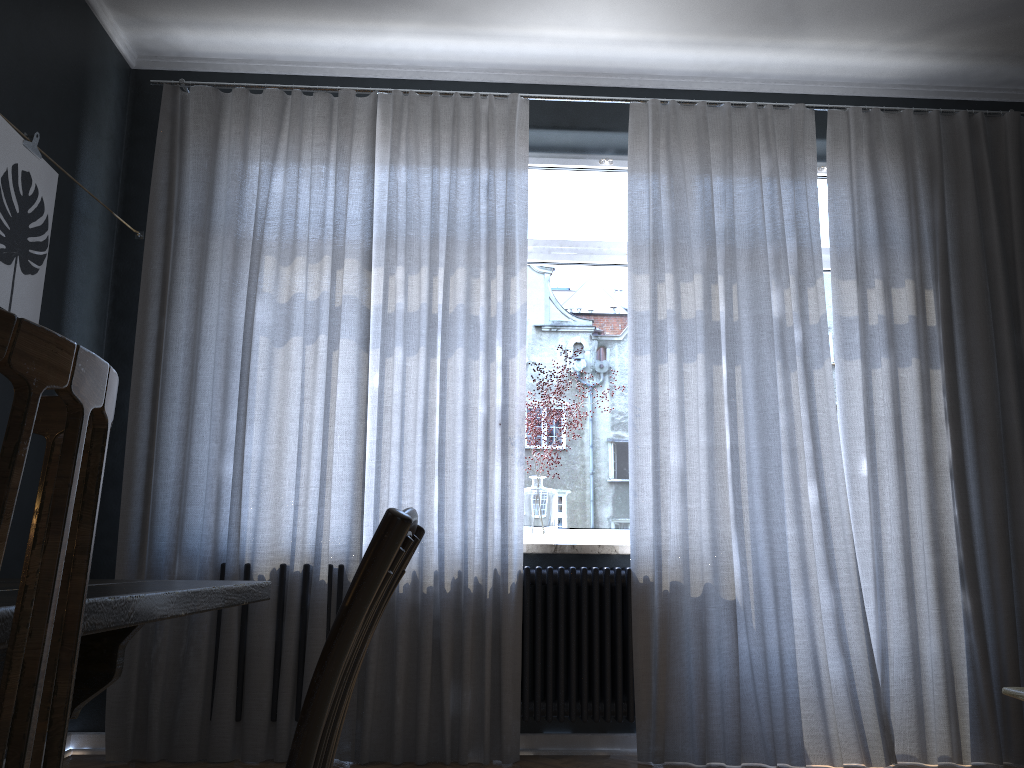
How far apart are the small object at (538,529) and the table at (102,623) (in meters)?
2.36

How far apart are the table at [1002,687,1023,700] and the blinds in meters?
1.9

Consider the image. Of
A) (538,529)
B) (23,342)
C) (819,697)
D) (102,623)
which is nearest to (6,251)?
(538,529)

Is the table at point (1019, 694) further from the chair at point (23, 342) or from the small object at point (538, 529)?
the small object at point (538, 529)

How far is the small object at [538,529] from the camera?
3.7 meters

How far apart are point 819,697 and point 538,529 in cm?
127

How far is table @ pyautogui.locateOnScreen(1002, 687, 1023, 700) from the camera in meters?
1.6

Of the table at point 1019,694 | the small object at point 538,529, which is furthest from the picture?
the table at point 1019,694

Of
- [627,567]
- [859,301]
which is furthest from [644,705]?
[859,301]

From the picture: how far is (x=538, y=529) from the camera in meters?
3.7
